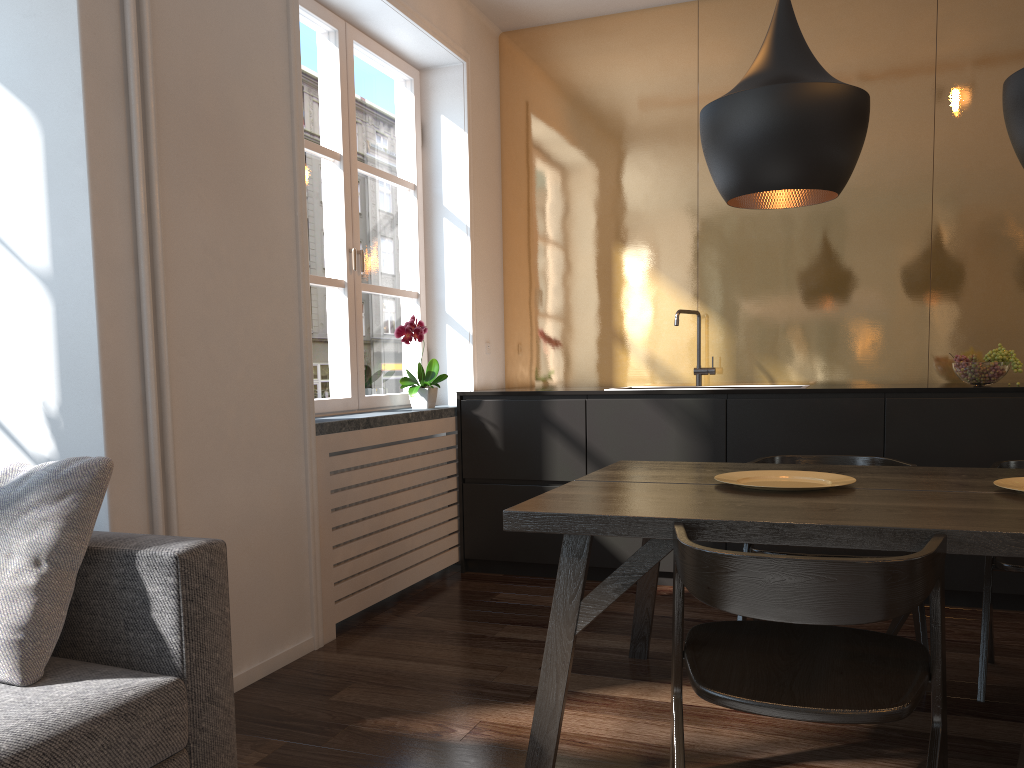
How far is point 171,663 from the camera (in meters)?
1.73

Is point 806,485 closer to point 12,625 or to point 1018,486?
point 1018,486

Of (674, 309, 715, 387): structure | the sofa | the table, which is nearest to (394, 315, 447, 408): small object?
(674, 309, 715, 387): structure

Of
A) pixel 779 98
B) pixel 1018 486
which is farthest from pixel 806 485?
pixel 779 98

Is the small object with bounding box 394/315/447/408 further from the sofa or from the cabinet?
the sofa

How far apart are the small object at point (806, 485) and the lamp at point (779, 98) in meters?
0.7 m

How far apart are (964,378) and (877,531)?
Answer: 2.3m

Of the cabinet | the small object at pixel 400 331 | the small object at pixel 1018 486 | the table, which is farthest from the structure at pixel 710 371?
the small object at pixel 1018 486

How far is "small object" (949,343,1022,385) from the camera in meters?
3.6 m

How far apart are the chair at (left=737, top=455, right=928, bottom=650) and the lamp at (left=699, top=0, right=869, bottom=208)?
1.0m
